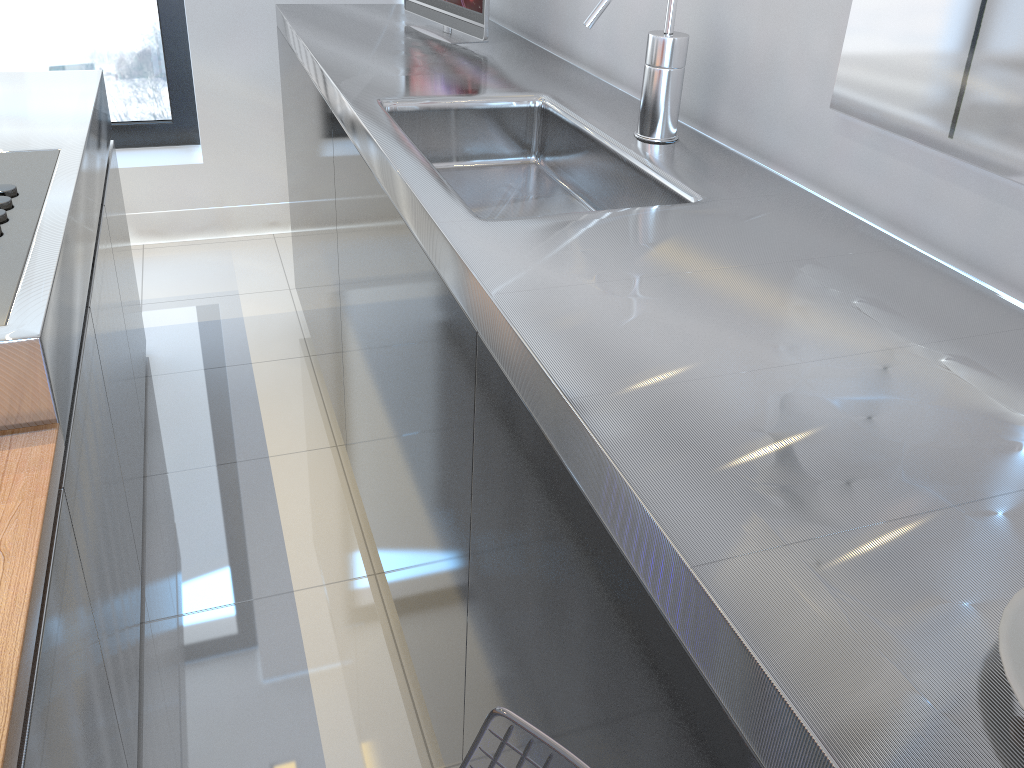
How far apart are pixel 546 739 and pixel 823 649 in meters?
0.2 m

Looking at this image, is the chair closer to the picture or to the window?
the picture

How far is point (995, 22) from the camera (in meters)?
0.88

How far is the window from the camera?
3.1 meters

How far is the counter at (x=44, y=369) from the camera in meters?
1.1

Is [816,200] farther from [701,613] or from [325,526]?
[325,526]

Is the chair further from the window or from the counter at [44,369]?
the window

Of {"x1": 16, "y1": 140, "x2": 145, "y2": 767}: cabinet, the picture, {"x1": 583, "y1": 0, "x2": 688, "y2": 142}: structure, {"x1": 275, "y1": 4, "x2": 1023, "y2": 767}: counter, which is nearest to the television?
{"x1": 275, "y1": 4, "x2": 1023, "y2": 767}: counter

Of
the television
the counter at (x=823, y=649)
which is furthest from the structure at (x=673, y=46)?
the television

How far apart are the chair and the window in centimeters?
325cm
